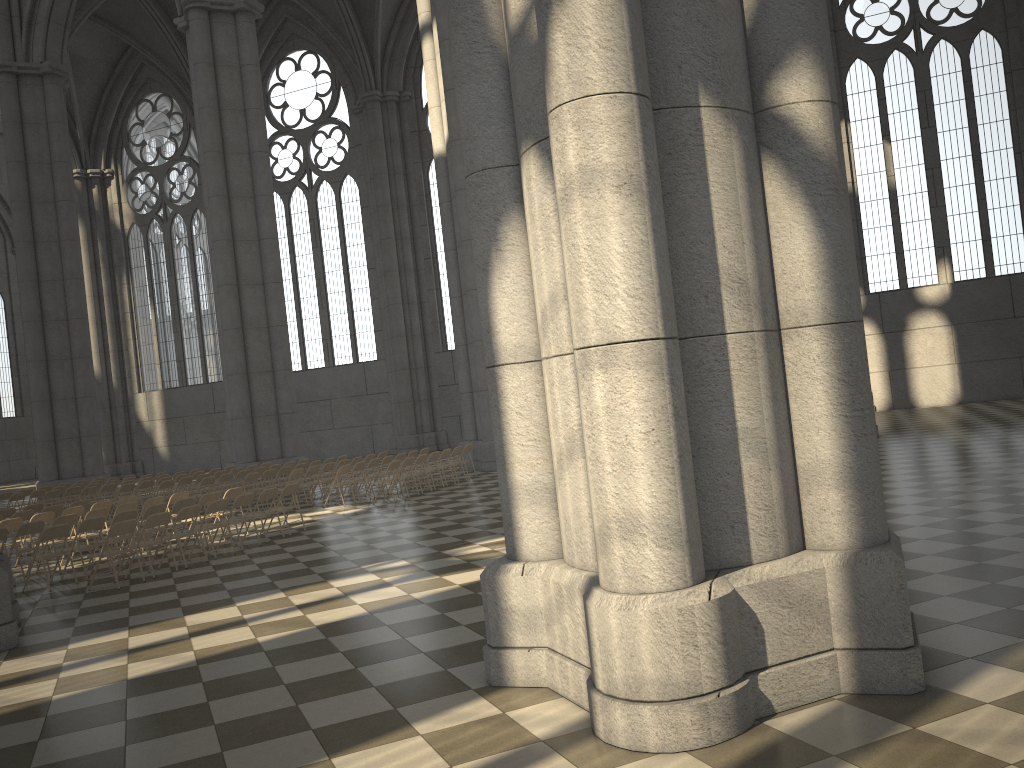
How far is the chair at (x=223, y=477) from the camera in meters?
19.7

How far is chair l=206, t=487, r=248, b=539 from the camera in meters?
14.7

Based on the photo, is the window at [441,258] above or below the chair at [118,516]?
above

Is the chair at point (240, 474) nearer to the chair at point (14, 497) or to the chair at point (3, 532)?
the chair at point (14, 497)

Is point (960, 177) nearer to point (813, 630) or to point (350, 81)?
point (350, 81)

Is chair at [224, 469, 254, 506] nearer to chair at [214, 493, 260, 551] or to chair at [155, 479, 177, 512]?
chair at [155, 479, 177, 512]

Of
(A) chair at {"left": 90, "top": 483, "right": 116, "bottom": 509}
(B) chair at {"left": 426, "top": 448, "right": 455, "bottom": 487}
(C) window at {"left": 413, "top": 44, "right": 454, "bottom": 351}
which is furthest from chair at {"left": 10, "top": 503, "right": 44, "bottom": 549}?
(C) window at {"left": 413, "top": 44, "right": 454, "bottom": 351}

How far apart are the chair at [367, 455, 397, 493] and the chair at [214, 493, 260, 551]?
6.2 meters

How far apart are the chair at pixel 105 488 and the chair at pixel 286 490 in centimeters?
888cm

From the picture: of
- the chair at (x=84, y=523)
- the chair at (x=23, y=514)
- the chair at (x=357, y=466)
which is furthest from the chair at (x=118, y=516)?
the chair at (x=357, y=466)
